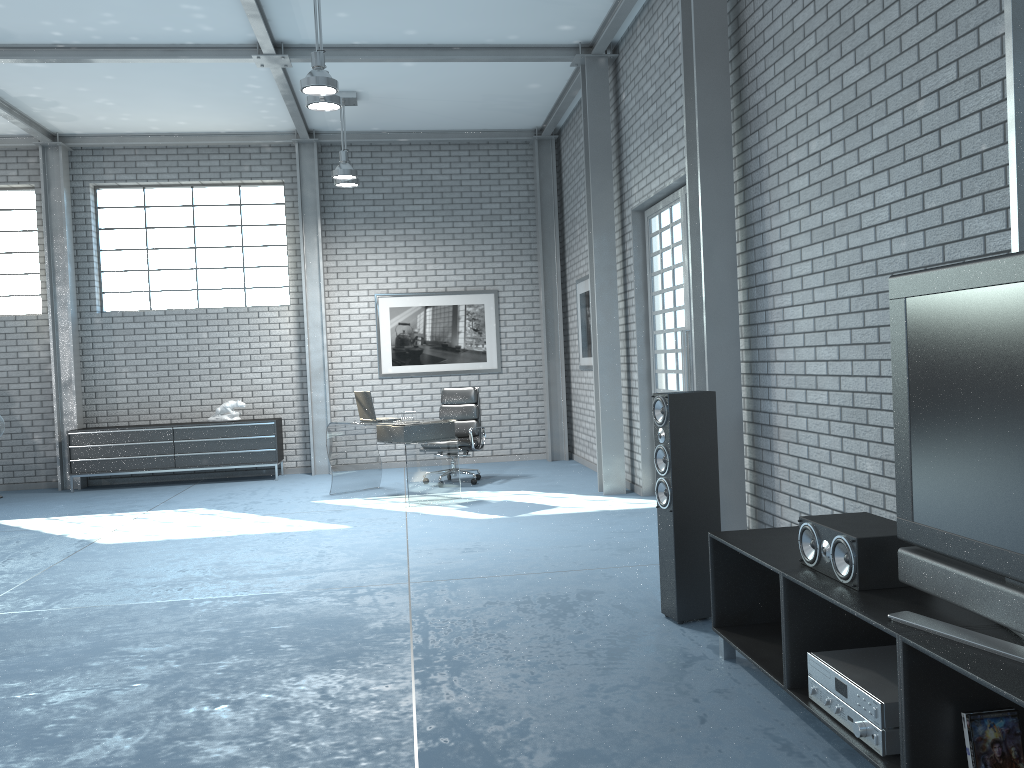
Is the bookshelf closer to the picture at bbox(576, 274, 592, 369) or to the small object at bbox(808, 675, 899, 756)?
the small object at bbox(808, 675, 899, 756)

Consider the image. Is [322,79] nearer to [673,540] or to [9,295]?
[673,540]

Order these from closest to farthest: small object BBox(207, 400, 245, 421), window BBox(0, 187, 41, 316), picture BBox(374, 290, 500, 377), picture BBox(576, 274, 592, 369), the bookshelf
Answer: the bookshelf
picture BBox(576, 274, 592, 369)
small object BBox(207, 400, 245, 421)
window BBox(0, 187, 41, 316)
picture BBox(374, 290, 500, 377)

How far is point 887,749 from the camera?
2.4 meters

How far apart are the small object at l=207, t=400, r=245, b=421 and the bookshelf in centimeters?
764cm

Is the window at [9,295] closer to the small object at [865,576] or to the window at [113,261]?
the window at [113,261]

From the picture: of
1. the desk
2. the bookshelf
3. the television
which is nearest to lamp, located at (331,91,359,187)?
the desk

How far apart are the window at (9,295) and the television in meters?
10.3

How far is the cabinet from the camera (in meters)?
9.80

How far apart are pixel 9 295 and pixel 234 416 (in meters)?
3.04
